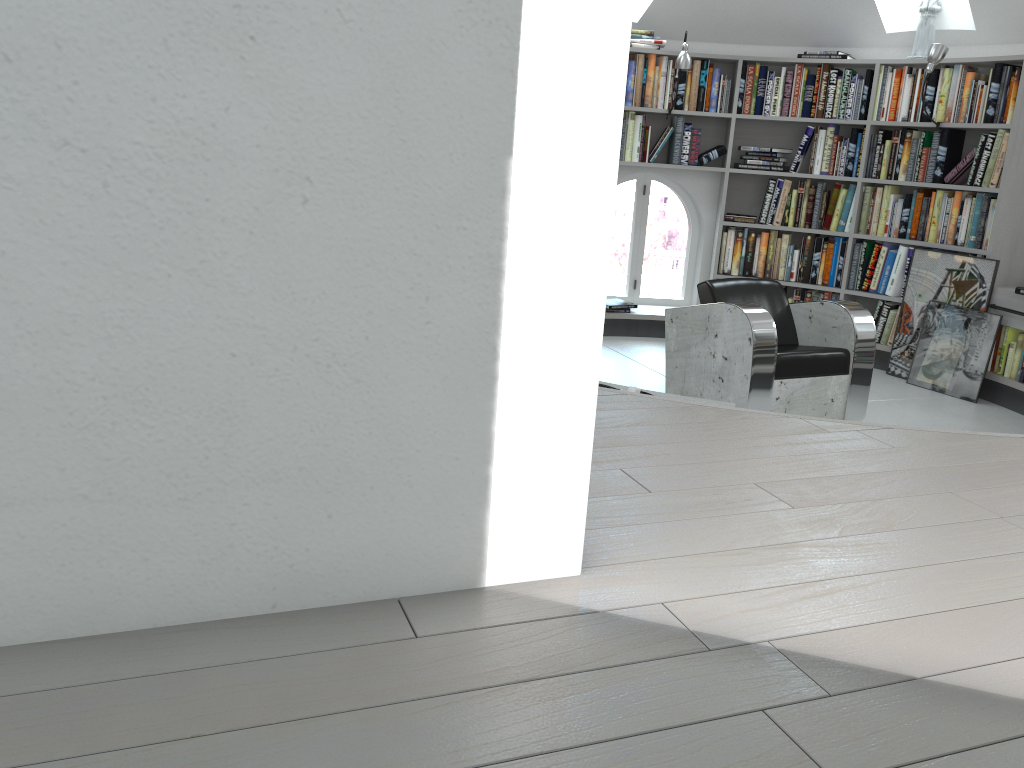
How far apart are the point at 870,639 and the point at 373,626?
0.71m

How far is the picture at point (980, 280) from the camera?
5.45m

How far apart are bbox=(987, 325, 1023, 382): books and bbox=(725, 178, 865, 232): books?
1.3m

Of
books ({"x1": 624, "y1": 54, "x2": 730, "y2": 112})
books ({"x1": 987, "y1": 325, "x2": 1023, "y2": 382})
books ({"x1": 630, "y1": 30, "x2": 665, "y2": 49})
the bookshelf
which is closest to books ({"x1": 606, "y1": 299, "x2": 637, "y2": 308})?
the bookshelf

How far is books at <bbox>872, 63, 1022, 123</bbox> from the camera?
5.32m

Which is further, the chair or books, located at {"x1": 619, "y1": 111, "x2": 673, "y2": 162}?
books, located at {"x1": 619, "y1": 111, "x2": 673, "y2": 162}

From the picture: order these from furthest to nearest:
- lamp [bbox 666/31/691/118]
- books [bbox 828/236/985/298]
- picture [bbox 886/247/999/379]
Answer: books [bbox 828/236/985/298], lamp [bbox 666/31/691/118], picture [bbox 886/247/999/379]

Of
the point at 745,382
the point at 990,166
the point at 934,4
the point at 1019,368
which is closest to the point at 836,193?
the point at 990,166

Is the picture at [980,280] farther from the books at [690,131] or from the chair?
the books at [690,131]

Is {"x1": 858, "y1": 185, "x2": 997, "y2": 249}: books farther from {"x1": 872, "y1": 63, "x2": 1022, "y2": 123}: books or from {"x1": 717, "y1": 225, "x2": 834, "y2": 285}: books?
{"x1": 872, "y1": 63, "x2": 1022, "y2": 123}: books
